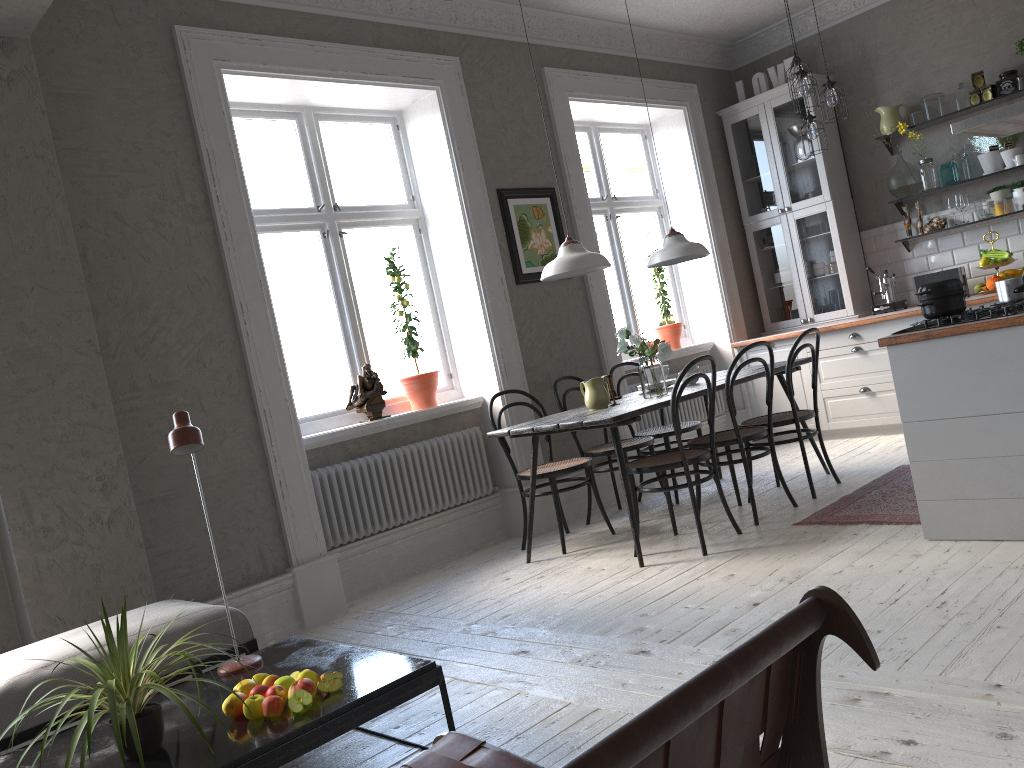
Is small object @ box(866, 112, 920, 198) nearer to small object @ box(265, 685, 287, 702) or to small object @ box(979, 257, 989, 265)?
small object @ box(979, 257, 989, 265)

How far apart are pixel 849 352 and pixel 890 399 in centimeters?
43cm

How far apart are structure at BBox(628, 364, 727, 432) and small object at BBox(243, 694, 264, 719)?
4.4m

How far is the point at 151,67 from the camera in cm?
422

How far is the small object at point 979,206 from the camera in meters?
6.2 m

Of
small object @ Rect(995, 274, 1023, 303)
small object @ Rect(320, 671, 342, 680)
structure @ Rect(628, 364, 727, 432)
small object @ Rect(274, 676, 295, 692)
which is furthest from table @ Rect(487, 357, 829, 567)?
small object @ Rect(274, 676, 295, 692)

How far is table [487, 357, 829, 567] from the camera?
4.15m

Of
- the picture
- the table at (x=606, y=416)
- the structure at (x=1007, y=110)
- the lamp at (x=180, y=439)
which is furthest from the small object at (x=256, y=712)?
the structure at (x=1007, y=110)

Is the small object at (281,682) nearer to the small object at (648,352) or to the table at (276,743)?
the table at (276,743)

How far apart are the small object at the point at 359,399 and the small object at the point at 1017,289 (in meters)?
3.14
